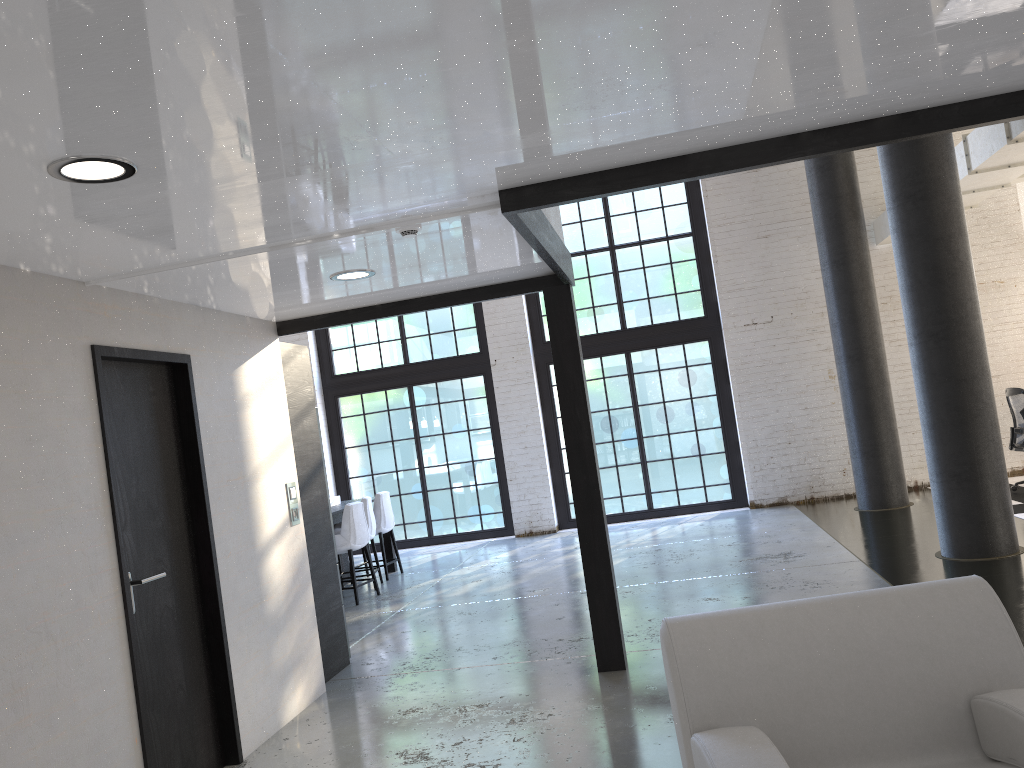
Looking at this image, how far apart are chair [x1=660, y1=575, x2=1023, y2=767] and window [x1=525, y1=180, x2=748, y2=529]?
8.8 meters

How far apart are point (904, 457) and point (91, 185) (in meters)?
10.29

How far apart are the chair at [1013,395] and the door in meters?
8.3 m

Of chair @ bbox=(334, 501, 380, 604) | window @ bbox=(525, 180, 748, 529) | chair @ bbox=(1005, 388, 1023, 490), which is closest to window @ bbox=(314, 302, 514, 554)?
window @ bbox=(525, 180, 748, 529)

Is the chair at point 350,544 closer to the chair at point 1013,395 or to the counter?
the counter

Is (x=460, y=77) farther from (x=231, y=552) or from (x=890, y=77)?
(x=231, y=552)

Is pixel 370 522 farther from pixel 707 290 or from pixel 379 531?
pixel 707 290

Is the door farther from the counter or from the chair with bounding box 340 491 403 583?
the counter

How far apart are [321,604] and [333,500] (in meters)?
4.00

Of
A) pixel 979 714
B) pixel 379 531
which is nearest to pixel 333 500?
pixel 379 531
